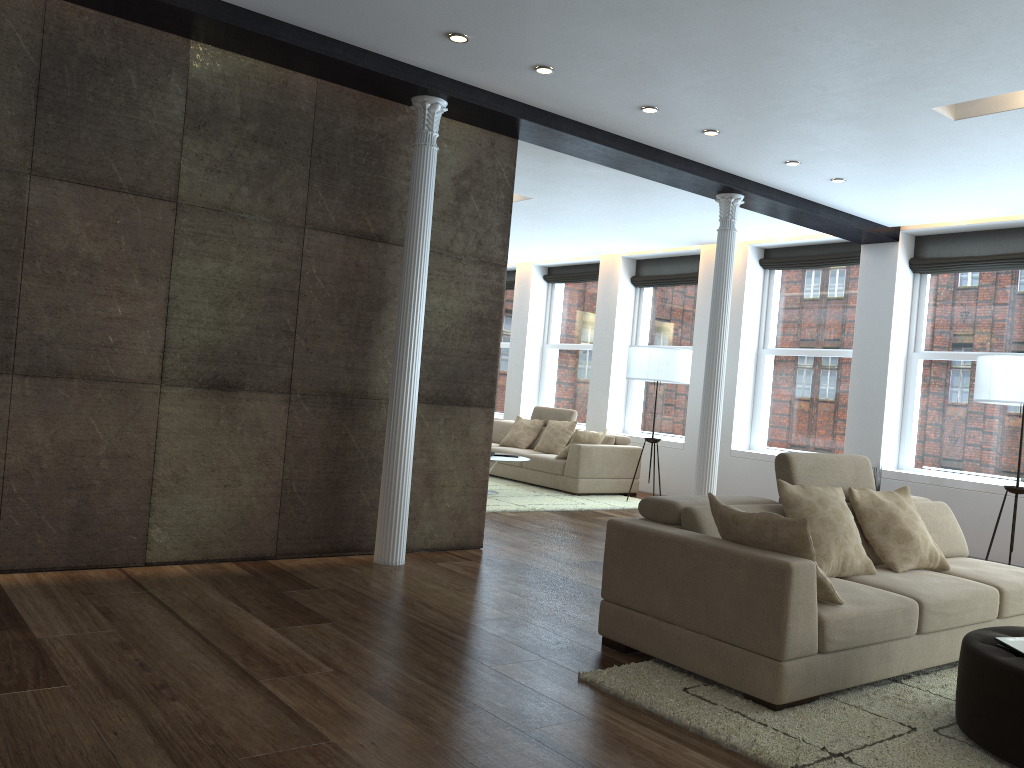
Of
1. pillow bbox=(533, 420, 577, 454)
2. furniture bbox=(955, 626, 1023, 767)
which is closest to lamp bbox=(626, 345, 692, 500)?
pillow bbox=(533, 420, 577, 454)

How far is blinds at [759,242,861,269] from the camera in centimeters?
932cm

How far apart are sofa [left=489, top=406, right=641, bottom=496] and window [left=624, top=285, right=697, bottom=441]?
0.83m

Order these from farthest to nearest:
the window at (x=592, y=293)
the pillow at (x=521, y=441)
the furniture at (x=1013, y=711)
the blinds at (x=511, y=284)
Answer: the blinds at (x=511, y=284) → the window at (x=592, y=293) → the pillow at (x=521, y=441) → the furniture at (x=1013, y=711)

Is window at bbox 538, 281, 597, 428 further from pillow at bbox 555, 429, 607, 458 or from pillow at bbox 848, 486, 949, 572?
pillow at bbox 848, 486, 949, 572

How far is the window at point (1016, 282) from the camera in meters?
8.1

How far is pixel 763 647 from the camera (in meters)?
3.39

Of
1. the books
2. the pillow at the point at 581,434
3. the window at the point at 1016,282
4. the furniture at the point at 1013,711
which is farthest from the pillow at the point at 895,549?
the pillow at the point at 581,434

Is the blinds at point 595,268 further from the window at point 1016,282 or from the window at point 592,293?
the window at point 1016,282

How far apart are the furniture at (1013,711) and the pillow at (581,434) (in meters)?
6.52
